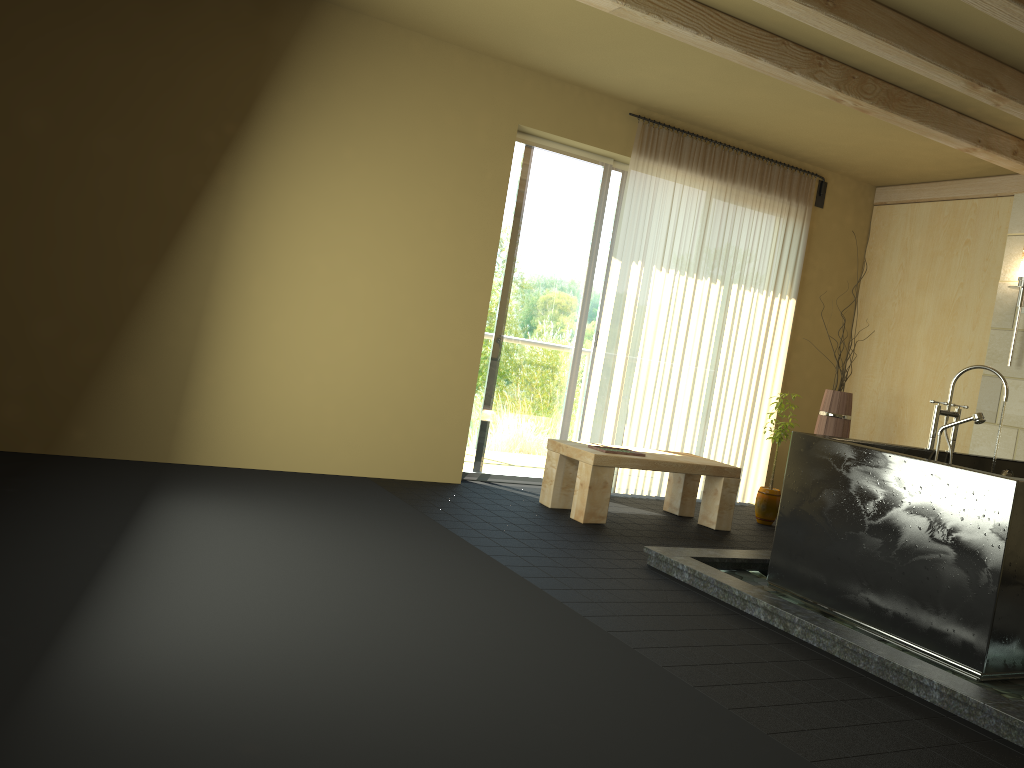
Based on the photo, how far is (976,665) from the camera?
3.18m

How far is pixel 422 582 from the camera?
3.35m

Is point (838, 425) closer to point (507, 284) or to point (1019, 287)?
point (1019, 287)

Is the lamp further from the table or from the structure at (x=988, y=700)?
the structure at (x=988, y=700)

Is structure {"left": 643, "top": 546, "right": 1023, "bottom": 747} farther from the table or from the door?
the door

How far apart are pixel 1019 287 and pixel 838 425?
1.4 meters

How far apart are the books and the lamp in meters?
2.7 m

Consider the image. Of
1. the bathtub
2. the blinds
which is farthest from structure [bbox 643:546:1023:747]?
the blinds

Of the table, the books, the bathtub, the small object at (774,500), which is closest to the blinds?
the table

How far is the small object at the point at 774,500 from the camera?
6.0 meters
